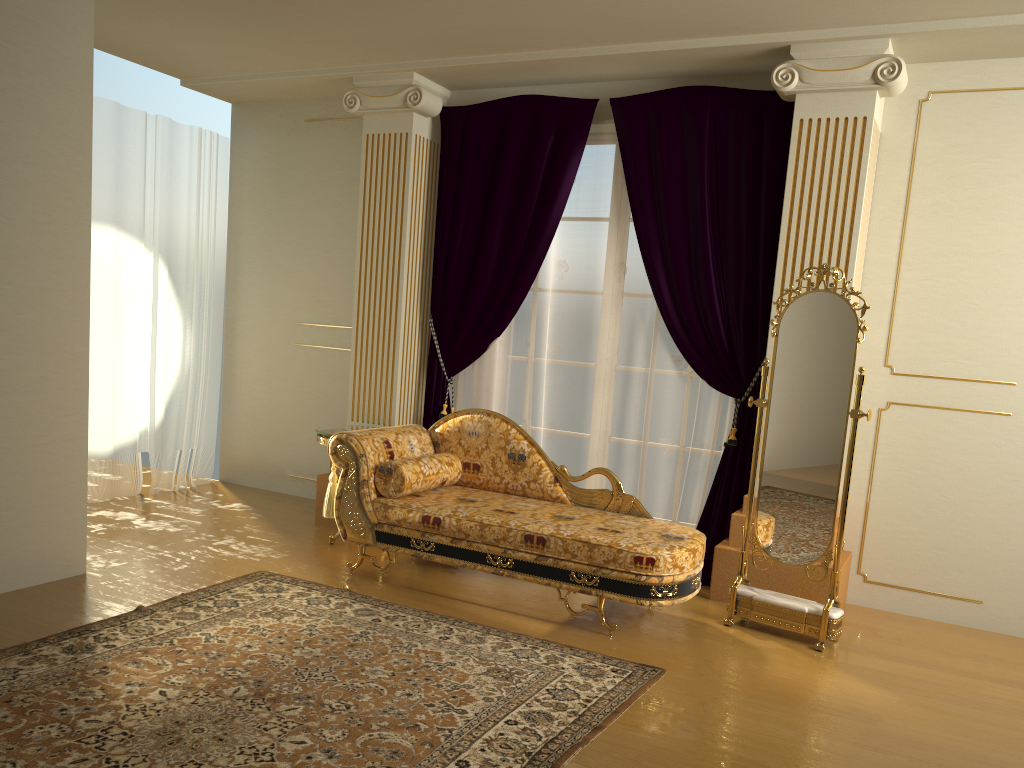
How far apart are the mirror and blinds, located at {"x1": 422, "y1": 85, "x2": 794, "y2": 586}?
0.51m

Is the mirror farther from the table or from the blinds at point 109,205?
the blinds at point 109,205

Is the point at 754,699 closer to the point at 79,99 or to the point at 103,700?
the point at 103,700

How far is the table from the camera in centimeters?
501cm

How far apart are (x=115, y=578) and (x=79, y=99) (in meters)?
2.17

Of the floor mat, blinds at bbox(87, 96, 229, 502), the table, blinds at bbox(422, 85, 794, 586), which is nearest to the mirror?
blinds at bbox(422, 85, 794, 586)

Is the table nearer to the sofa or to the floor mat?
the sofa

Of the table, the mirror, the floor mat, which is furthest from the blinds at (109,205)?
the mirror

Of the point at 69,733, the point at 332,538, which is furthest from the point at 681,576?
the point at 69,733

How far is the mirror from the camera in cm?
389
